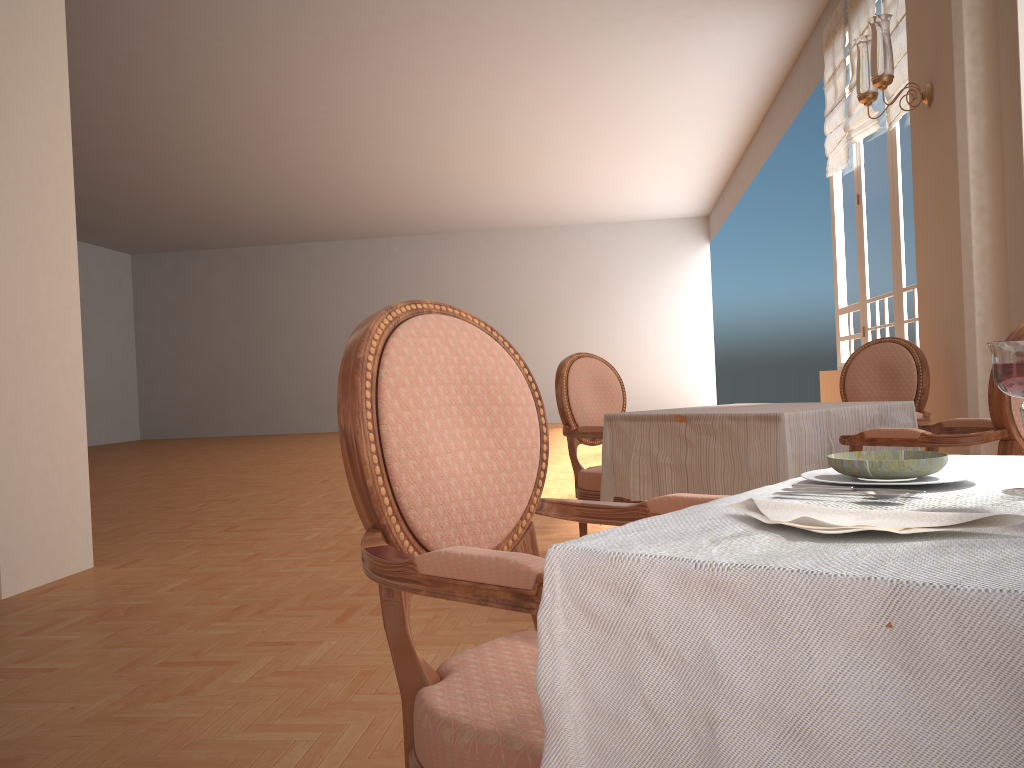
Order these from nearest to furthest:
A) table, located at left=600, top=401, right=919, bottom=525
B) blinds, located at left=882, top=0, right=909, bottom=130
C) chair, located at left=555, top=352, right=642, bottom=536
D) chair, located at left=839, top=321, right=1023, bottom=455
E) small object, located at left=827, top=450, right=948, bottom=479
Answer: small object, located at left=827, top=450, right=948, bottom=479 < chair, located at left=839, top=321, right=1023, bottom=455 < table, located at left=600, top=401, right=919, bottom=525 < chair, located at left=555, top=352, right=642, bottom=536 < blinds, located at left=882, top=0, right=909, bottom=130

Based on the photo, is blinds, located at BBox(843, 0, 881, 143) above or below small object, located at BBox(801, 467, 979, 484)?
above

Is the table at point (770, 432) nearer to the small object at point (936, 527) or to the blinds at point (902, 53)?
the small object at point (936, 527)

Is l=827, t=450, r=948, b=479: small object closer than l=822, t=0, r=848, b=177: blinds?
Yes

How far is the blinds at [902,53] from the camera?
5.4m

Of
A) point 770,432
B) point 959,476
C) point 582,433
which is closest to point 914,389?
point 770,432

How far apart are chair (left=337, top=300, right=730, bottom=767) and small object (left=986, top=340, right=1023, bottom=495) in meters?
0.4 m

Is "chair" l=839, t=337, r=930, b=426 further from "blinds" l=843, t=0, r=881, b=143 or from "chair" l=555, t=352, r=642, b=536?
"blinds" l=843, t=0, r=881, b=143

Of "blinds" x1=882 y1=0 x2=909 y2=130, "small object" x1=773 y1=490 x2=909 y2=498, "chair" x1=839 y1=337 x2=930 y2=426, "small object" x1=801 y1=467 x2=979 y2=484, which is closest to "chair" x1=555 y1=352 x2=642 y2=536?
"chair" x1=839 y1=337 x2=930 y2=426

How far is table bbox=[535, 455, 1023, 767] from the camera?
0.48m
